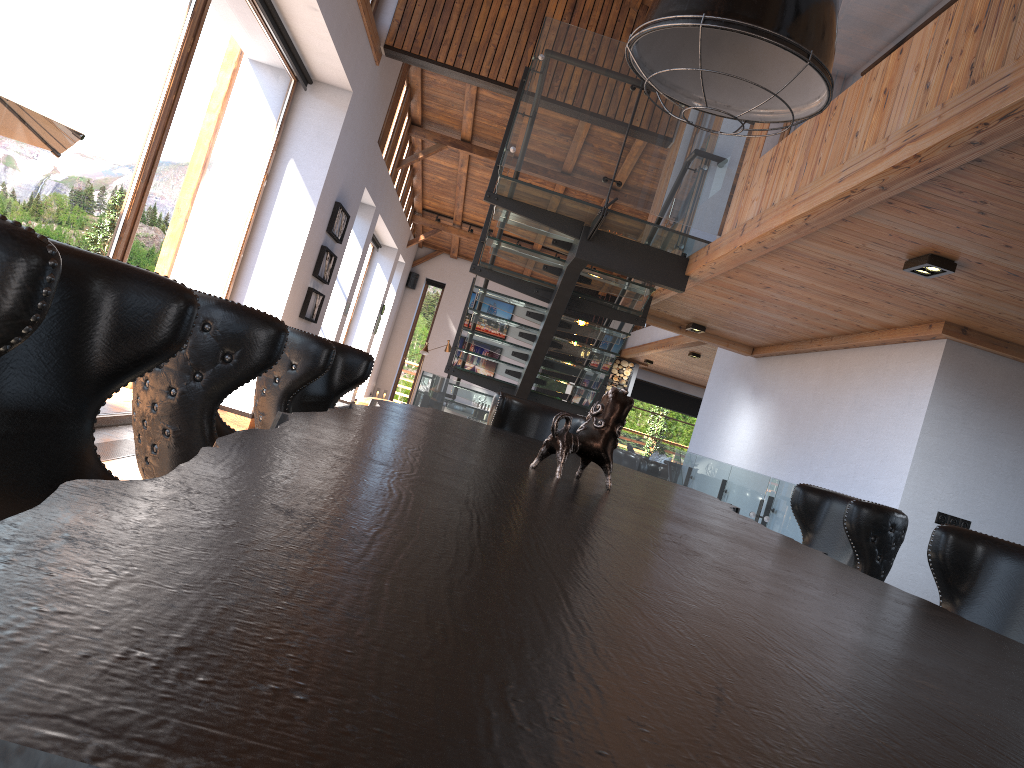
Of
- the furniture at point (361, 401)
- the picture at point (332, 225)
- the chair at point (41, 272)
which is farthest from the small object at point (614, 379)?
the chair at point (41, 272)

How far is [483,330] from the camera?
19.3 meters

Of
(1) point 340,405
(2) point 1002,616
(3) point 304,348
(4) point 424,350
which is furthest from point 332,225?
(2) point 1002,616

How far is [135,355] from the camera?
1.2 meters

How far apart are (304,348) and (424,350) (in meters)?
14.93

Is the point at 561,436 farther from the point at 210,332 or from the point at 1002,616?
the point at 1002,616

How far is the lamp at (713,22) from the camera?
2.3m

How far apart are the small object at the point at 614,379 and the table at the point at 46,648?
15.53m

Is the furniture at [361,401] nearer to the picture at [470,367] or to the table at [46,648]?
the picture at [470,367]

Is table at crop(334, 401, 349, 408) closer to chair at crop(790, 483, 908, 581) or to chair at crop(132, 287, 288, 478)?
chair at crop(790, 483, 908, 581)
